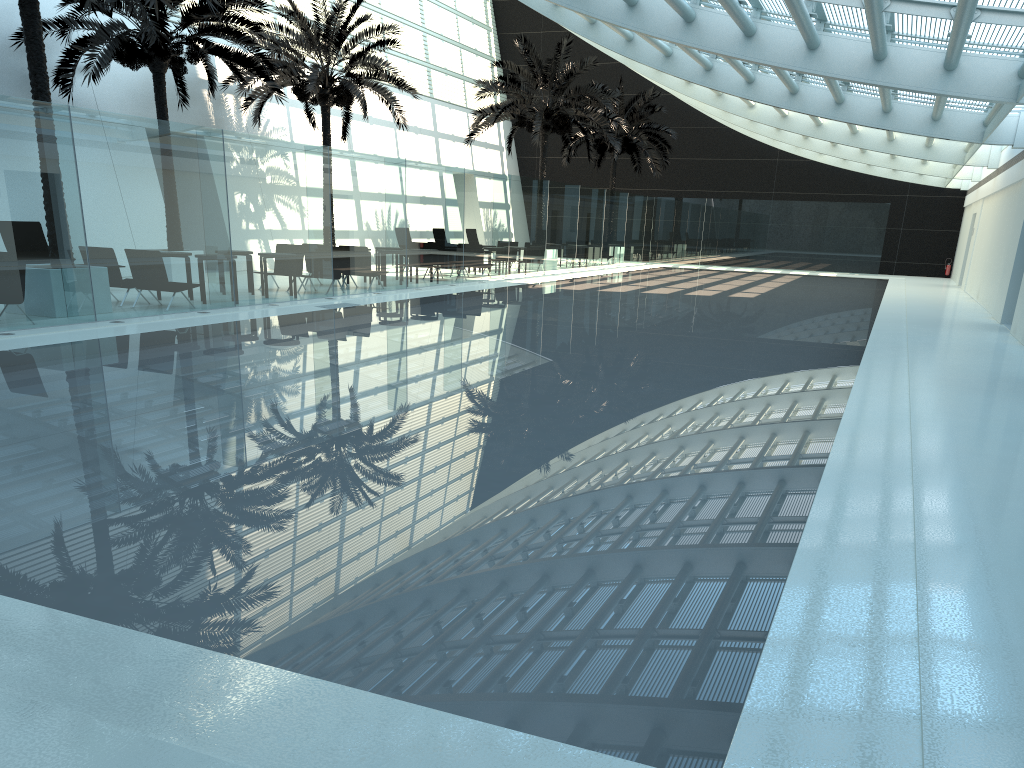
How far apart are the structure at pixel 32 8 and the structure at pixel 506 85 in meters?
15.0

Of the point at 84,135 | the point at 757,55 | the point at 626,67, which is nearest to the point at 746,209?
the point at 626,67

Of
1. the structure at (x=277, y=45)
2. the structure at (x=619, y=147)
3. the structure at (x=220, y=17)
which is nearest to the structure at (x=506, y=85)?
the structure at (x=277, y=45)

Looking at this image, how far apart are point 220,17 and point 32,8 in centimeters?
542cm

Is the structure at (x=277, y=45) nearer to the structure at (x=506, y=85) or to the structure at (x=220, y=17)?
the structure at (x=220, y=17)

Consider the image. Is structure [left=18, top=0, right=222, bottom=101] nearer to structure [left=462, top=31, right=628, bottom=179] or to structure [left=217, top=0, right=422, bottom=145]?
structure [left=217, top=0, right=422, bottom=145]

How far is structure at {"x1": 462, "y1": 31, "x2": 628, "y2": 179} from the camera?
27.9 meters

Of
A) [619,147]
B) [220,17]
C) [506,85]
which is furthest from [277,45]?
[619,147]

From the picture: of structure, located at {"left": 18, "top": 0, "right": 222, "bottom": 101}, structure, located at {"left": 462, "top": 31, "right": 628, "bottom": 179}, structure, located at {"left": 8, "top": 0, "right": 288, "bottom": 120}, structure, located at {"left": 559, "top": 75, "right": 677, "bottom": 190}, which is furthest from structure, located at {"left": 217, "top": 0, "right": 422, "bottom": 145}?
structure, located at {"left": 559, "top": 75, "right": 677, "bottom": 190}

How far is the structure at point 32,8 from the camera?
12.11m
